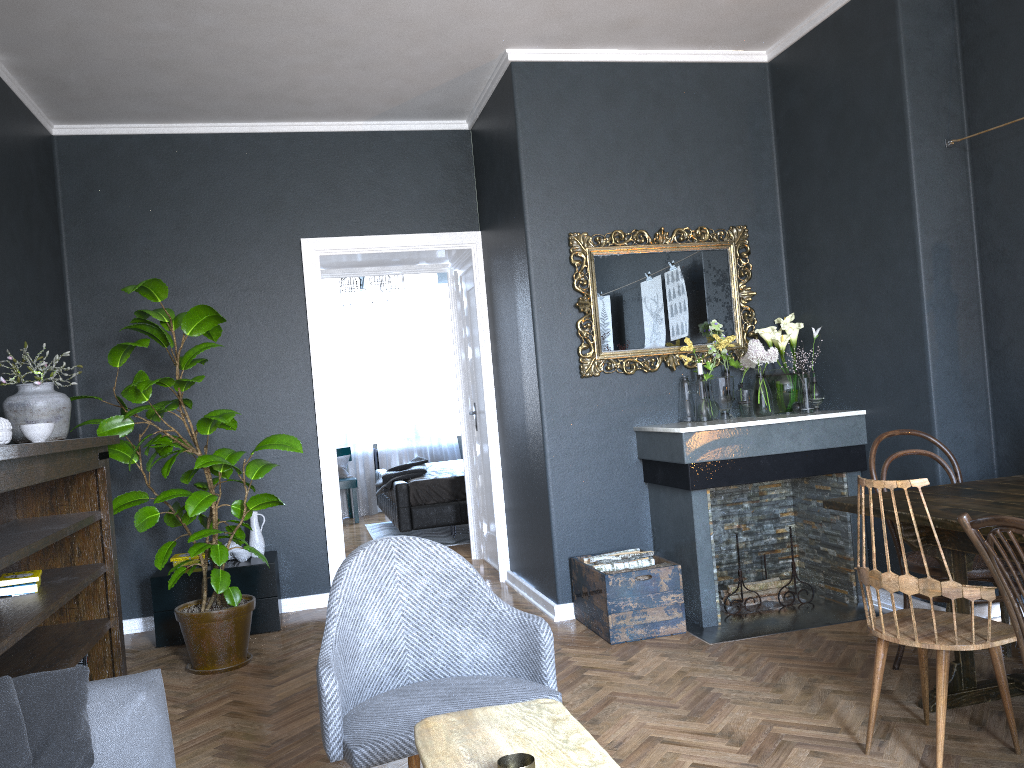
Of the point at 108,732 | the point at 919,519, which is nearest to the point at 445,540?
the point at 919,519

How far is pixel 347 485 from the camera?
9.4m

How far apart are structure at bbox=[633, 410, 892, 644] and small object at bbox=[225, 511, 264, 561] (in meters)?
2.24

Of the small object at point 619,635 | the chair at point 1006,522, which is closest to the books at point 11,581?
the small object at point 619,635

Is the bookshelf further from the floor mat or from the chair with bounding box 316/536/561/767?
the floor mat

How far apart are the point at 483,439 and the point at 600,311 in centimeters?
194cm

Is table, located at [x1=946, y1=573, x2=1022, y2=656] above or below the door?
below

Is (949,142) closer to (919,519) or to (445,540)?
(919,519)

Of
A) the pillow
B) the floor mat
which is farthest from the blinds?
the pillow

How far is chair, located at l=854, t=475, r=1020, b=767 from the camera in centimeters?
250cm
